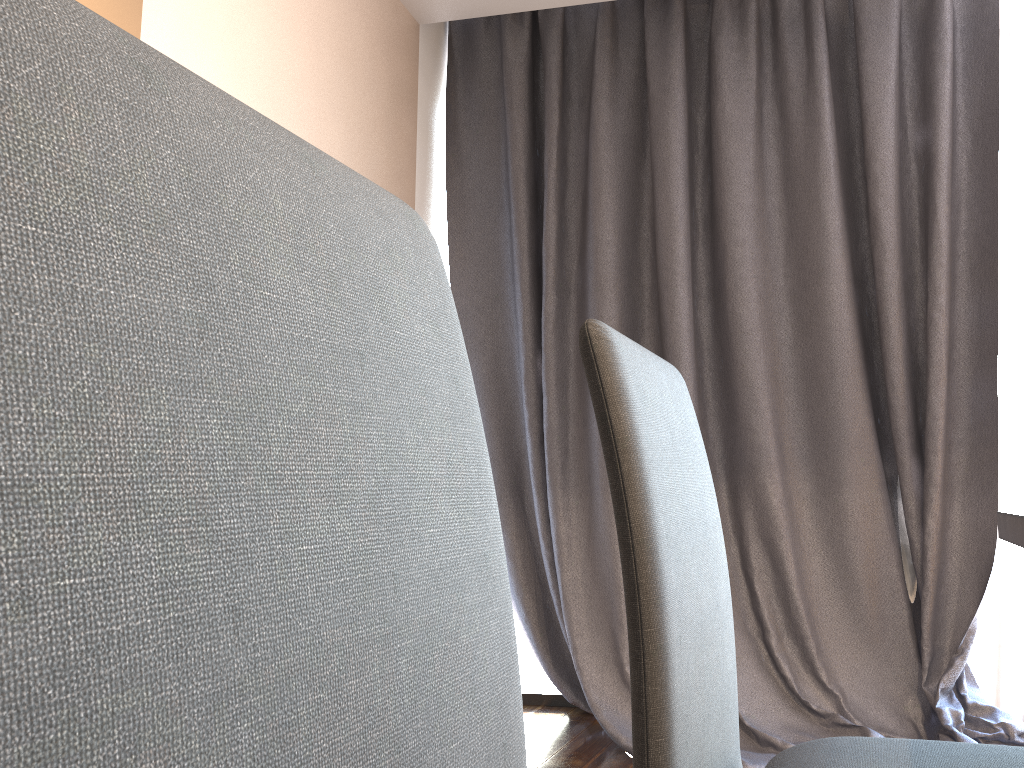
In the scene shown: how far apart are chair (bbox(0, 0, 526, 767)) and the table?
0.83m

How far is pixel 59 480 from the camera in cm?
24

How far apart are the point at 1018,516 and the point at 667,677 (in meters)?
0.56

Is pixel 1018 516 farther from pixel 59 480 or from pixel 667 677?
pixel 59 480

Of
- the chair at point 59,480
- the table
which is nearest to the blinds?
the table

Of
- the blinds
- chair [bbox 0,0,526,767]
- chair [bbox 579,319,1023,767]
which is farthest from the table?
the blinds

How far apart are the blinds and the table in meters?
1.5 m

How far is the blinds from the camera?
2.8 meters

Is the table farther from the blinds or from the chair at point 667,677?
the blinds

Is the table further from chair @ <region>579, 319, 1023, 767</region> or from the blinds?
the blinds
